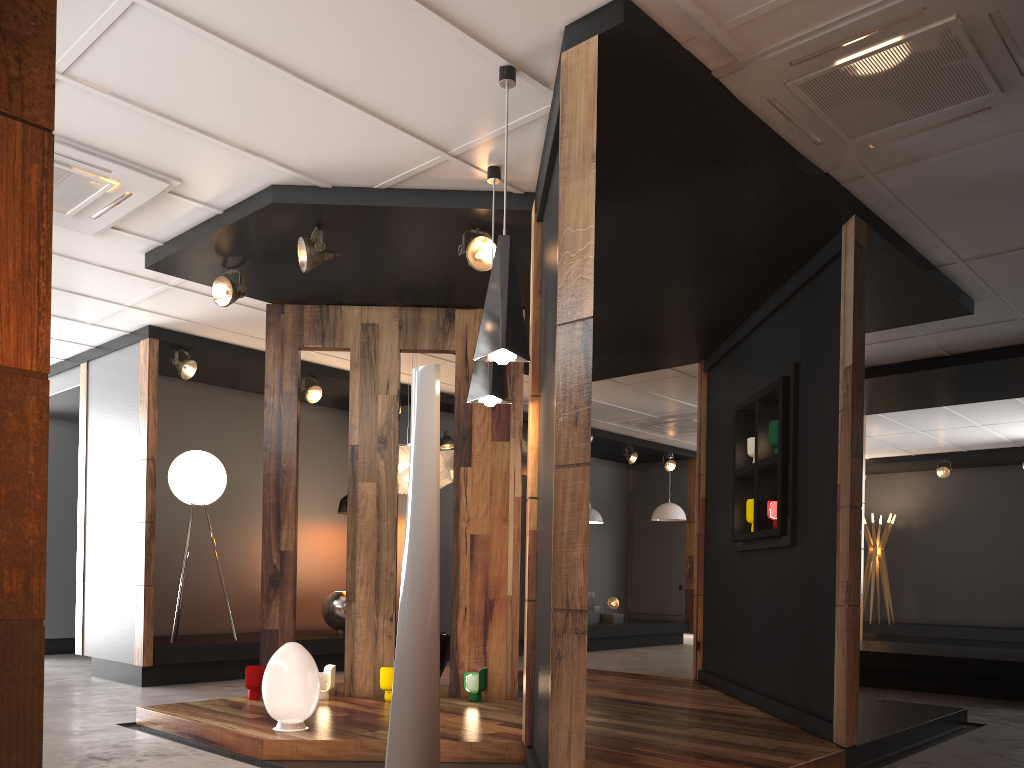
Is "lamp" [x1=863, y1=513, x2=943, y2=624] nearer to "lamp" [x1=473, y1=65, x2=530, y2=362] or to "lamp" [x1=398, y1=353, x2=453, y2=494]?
"lamp" [x1=398, y1=353, x2=453, y2=494]

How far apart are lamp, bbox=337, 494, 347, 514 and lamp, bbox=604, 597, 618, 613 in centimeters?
477cm

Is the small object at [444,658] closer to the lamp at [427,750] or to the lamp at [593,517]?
the lamp at [427,750]

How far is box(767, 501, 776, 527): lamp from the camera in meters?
5.6

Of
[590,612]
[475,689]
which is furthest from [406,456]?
[590,612]

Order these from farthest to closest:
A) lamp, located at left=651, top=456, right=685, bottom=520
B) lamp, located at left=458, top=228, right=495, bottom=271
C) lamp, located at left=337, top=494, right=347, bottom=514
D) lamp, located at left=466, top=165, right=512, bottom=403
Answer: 1. lamp, located at left=651, top=456, right=685, bottom=520
2. lamp, located at left=337, top=494, right=347, bottom=514
3. lamp, located at left=458, top=228, right=495, bottom=271
4. lamp, located at left=466, top=165, right=512, bottom=403

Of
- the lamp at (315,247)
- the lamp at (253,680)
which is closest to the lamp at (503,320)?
the lamp at (315,247)

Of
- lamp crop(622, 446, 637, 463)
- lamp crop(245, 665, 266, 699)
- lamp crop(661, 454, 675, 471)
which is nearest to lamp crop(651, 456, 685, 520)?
lamp crop(661, 454, 675, 471)

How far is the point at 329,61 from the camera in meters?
3.7 m

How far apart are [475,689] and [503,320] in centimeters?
311cm
